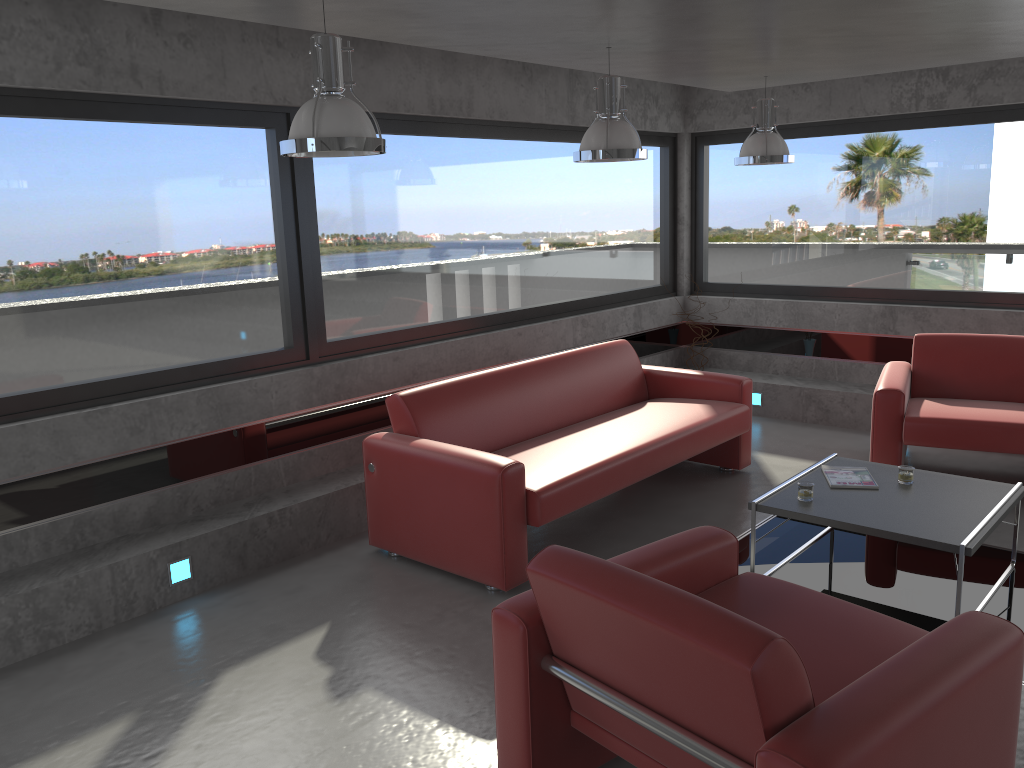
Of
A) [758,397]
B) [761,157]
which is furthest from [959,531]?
[758,397]

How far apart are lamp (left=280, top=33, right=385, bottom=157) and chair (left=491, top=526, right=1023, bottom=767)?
1.6 meters

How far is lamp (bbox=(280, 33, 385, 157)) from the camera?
3.14m

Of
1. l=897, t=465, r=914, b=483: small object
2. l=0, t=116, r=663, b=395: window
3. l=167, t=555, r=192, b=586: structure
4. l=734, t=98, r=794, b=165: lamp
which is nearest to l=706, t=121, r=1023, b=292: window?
l=0, t=116, r=663, b=395: window

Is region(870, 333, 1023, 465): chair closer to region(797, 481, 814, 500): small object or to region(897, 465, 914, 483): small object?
region(897, 465, 914, 483): small object

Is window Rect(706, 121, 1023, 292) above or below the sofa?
above

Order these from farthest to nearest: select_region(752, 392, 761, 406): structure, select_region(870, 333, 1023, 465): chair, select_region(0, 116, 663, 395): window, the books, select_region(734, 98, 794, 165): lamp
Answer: select_region(752, 392, 761, 406): structure → select_region(734, 98, 794, 165): lamp → select_region(870, 333, 1023, 465): chair → the books → select_region(0, 116, 663, 395): window

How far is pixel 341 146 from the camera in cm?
314

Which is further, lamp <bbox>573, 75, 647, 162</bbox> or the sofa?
lamp <bbox>573, 75, 647, 162</bbox>

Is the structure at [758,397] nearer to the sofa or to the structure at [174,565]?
the sofa
